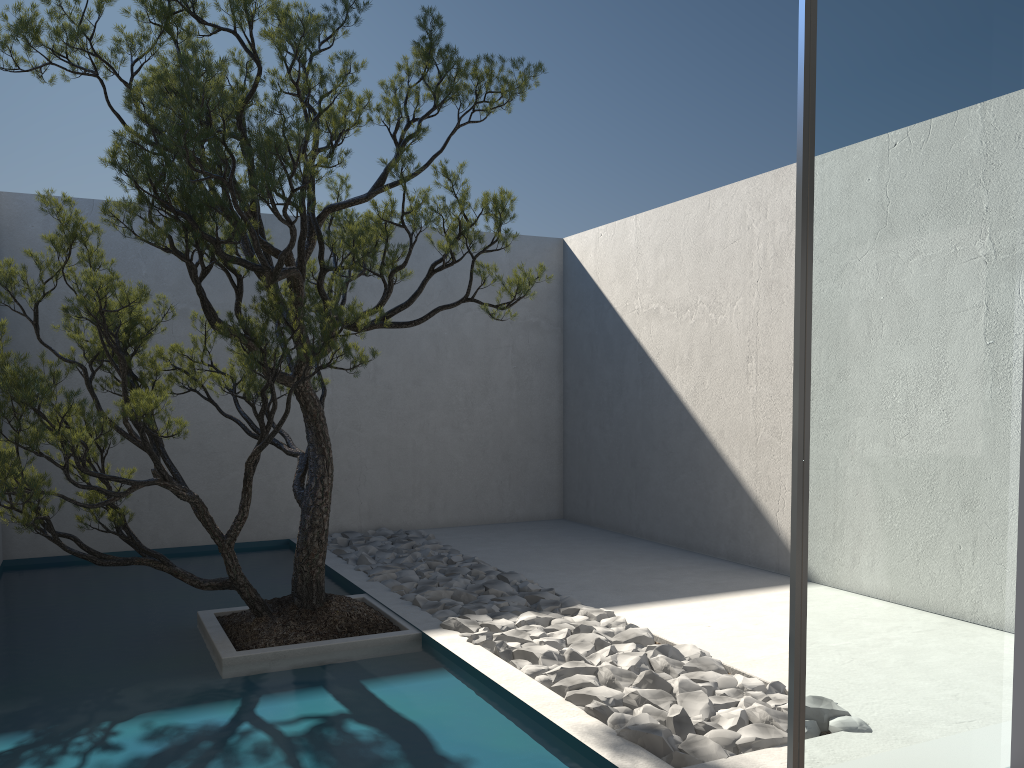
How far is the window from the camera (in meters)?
2.38

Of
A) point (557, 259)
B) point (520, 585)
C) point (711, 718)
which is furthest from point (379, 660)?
point (557, 259)

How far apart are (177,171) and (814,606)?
2.7m

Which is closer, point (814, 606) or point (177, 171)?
point (814, 606)

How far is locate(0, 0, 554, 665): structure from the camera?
3.4 meters

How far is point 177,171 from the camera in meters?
3.4 m

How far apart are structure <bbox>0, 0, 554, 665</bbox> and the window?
1.8 meters

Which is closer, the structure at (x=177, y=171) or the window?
the window

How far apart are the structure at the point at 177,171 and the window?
1.82m

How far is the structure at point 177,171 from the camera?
3.4 meters
